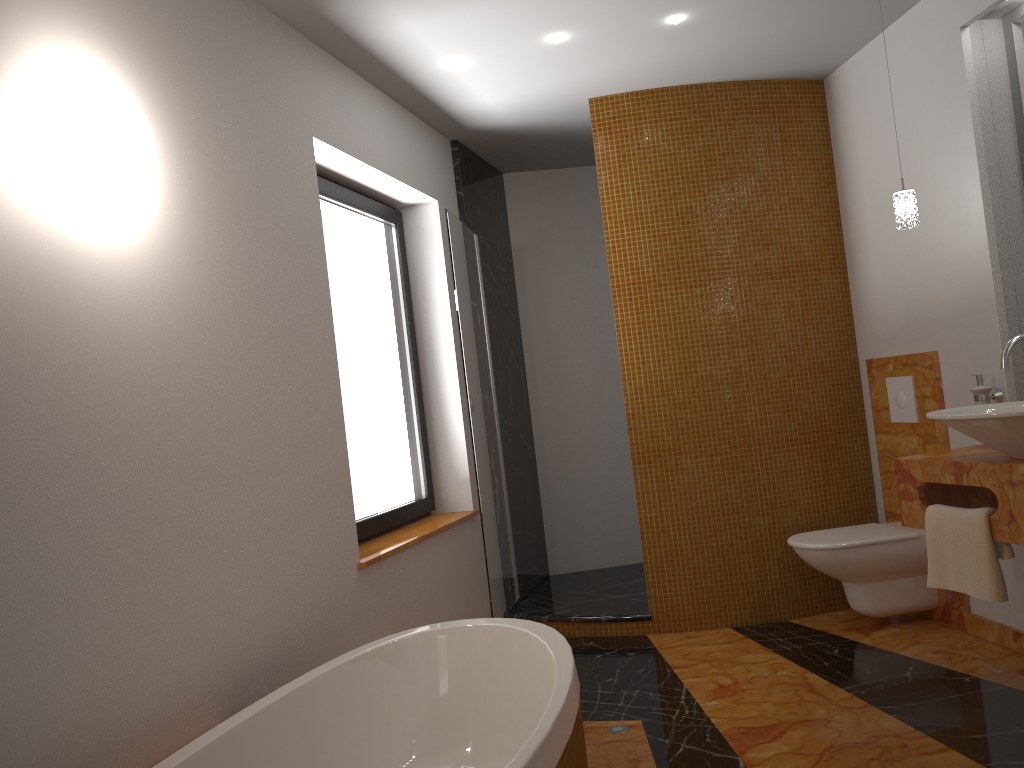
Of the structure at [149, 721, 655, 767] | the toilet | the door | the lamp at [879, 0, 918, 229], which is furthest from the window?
the lamp at [879, 0, 918, 229]

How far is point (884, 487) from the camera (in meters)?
4.08

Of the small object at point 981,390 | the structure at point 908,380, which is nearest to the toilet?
the structure at point 908,380

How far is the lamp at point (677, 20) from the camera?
3.33m

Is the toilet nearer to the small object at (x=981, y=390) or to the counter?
the counter

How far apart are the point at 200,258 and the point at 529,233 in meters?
3.1 m

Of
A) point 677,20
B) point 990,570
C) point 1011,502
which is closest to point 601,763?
point 990,570

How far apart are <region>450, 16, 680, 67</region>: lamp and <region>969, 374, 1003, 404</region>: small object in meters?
1.7

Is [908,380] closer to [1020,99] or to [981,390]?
[981,390]

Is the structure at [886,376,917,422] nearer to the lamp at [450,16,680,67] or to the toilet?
the toilet
